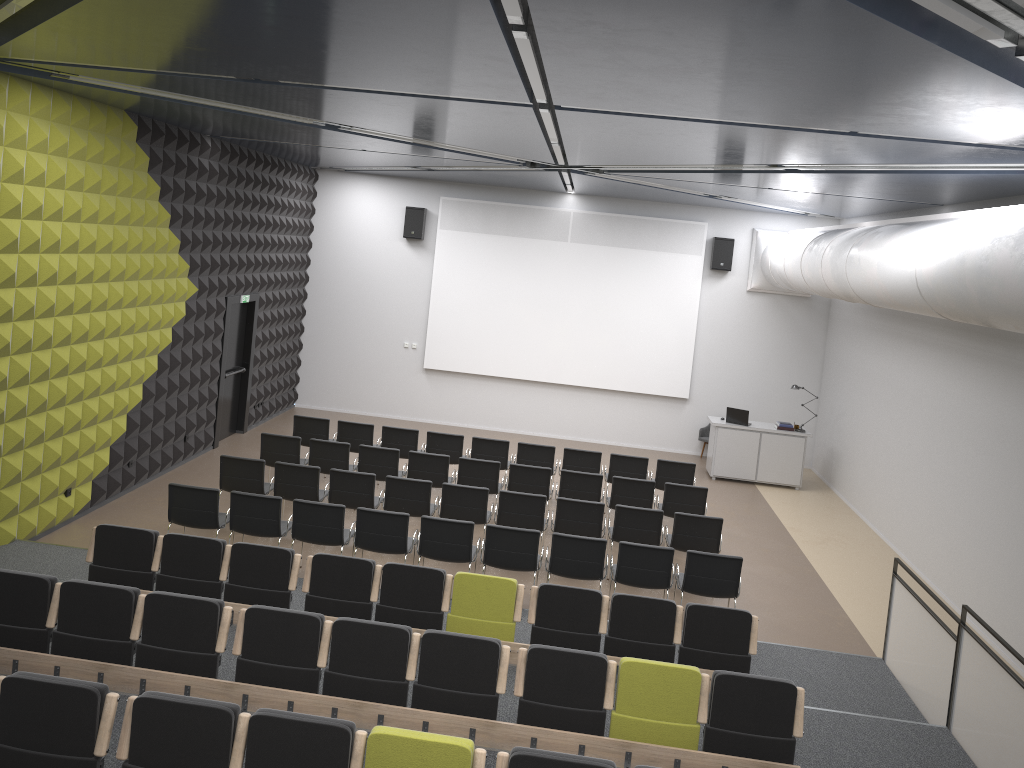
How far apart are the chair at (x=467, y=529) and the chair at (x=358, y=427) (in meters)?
4.01

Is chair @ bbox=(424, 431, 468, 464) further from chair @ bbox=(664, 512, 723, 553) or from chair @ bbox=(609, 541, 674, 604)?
chair @ bbox=(609, 541, 674, 604)

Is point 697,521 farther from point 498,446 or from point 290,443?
point 290,443

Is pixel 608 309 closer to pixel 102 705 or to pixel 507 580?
pixel 507 580

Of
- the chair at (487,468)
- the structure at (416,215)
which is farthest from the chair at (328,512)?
the structure at (416,215)

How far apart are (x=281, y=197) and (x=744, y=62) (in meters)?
12.40

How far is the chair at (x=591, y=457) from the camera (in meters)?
12.89

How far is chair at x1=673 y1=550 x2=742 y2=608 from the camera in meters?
8.9 m

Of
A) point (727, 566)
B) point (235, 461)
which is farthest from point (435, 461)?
point (727, 566)

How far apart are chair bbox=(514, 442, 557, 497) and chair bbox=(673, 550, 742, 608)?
3.85m
